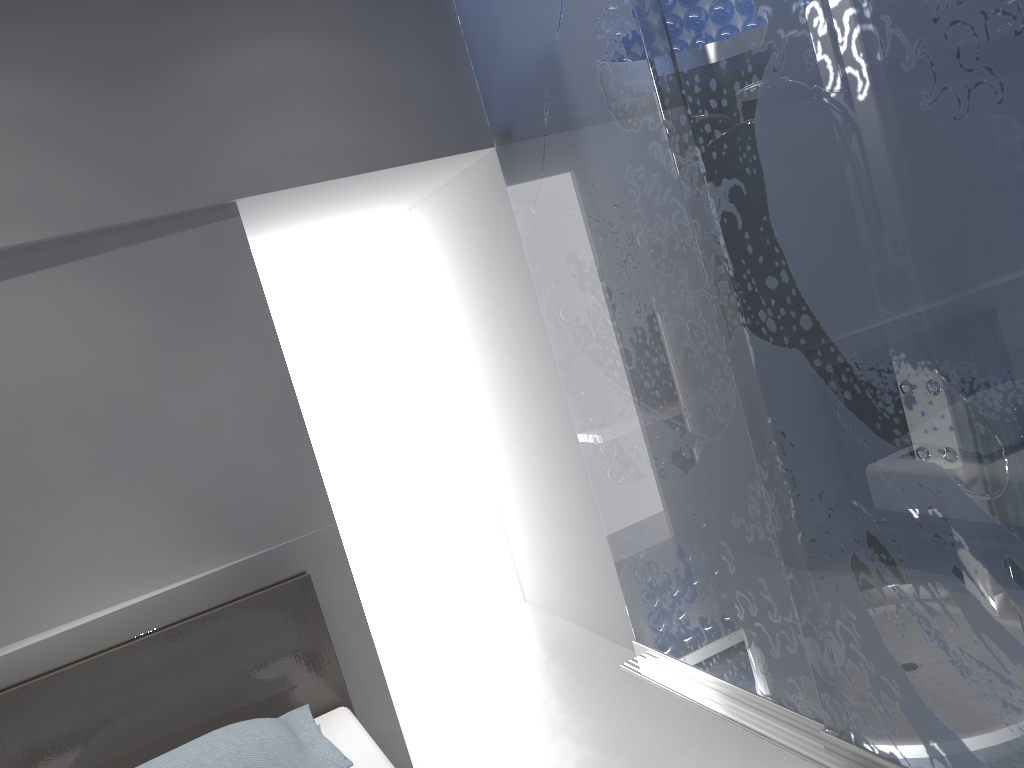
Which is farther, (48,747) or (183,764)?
(48,747)

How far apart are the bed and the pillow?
0.1 meters

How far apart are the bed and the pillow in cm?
5

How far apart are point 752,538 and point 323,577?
1.4m

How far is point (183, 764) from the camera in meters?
2.2 m

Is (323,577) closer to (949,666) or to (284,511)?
(284,511)

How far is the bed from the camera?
2.39m

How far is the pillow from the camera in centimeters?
219cm

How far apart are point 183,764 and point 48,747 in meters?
0.5 m
